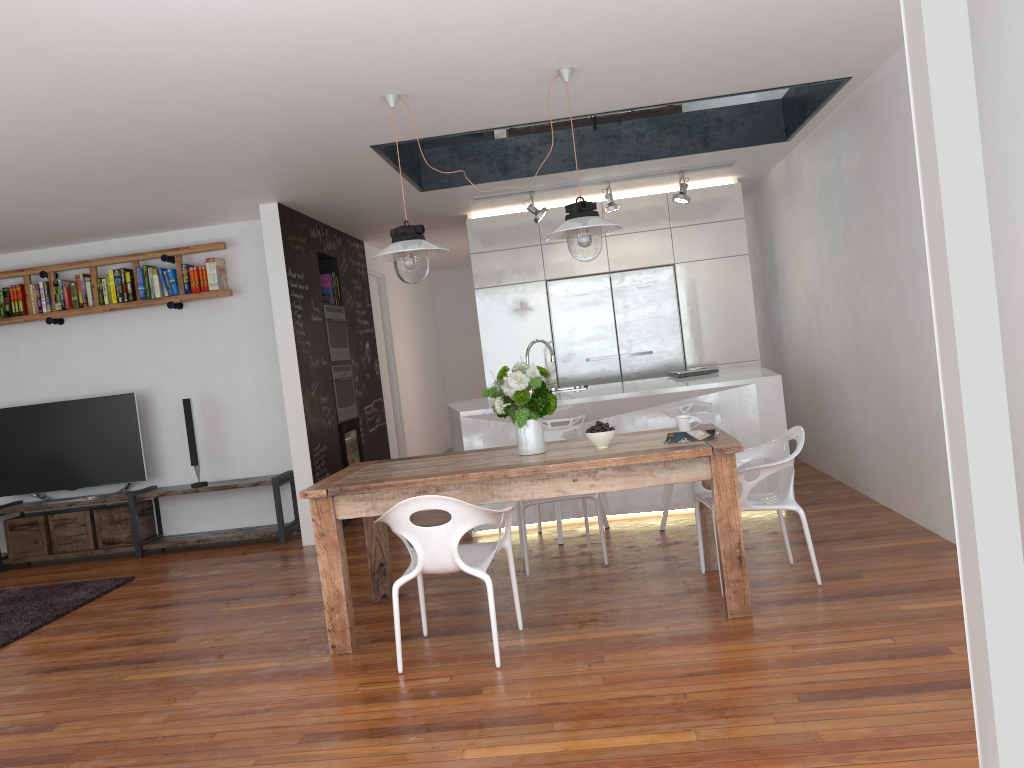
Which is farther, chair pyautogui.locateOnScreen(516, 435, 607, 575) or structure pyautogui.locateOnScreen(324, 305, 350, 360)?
structure pyautogui.locateOnScreen(324, 305, 350, 360)

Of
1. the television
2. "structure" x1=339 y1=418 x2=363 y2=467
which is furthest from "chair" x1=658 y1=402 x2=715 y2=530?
the television

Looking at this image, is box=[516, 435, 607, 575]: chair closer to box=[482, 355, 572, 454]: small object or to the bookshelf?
box=[482, 355, 572, 454]: small object

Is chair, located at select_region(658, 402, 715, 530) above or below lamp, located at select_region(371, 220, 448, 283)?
below

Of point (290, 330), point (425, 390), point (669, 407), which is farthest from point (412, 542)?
point (425, 390)

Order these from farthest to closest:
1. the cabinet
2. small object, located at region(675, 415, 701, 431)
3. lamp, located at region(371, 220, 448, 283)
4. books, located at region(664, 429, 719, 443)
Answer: the cabinet < small object, located at region(675, 415, 701, 431) < lamp, located at region(371, 220, 448, 283) < books, located at region(664, 429, 719, 443)

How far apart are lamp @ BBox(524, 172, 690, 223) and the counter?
1.5 meters

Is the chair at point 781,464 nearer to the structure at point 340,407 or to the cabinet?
the cabinet

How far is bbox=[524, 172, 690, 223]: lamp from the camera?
6.92m

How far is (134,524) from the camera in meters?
6.8
